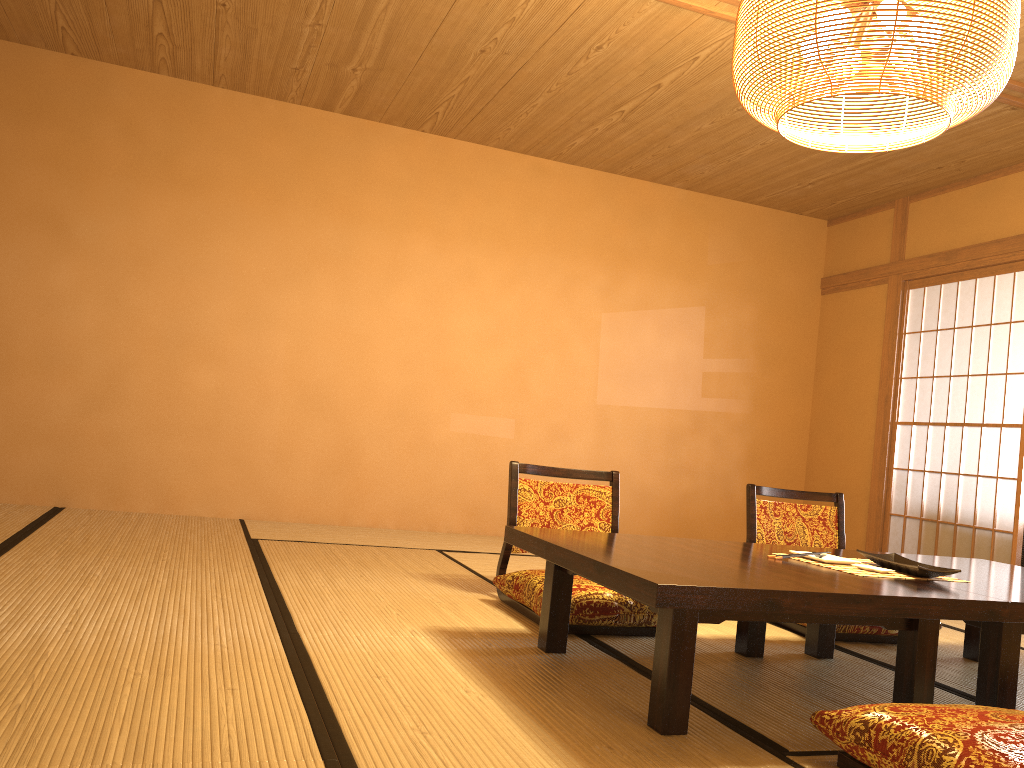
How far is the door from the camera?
5.26m

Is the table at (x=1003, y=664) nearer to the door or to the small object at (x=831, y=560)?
the small object at (x=831, y=560)

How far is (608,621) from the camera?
2.97m

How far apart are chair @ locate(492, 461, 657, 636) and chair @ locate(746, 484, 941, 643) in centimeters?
66cm

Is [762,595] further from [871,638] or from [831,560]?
[871,638]

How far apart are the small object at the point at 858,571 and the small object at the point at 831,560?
0.0 meters

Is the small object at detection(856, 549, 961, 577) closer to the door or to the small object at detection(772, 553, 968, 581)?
the small object at detection(772, 553, 968, 581)

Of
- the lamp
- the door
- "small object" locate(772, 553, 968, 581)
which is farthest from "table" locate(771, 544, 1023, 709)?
the door

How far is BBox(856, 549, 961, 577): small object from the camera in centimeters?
248cm

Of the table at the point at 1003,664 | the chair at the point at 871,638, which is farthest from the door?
the table at the point at 1003,664
